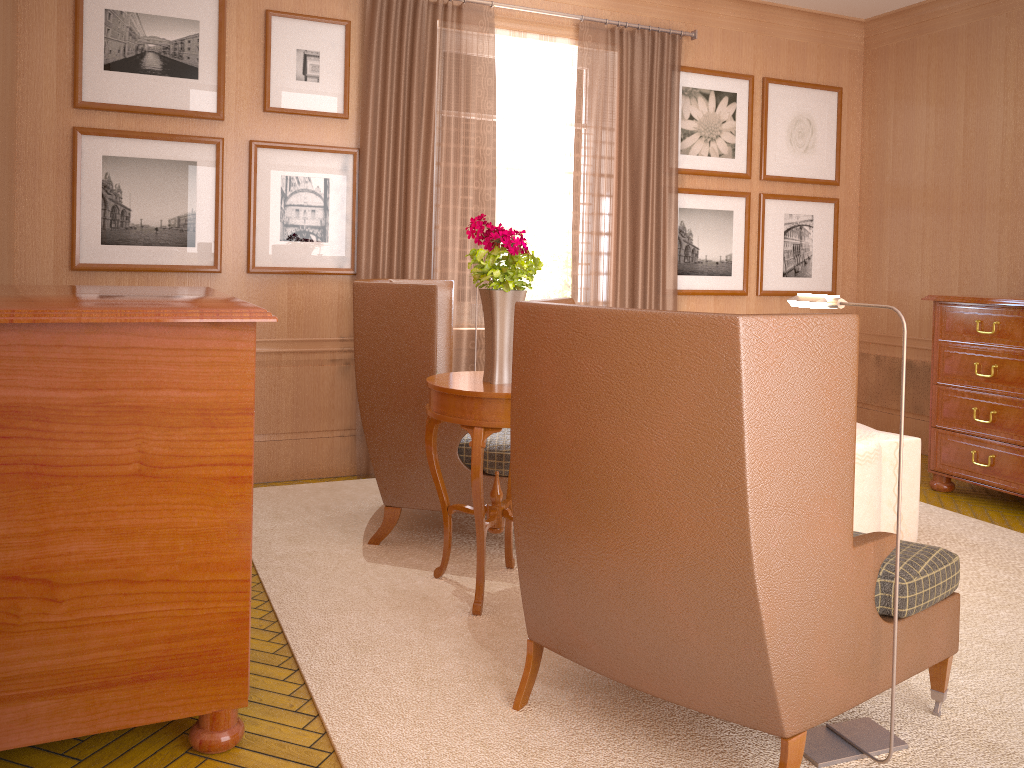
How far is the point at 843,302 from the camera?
4.03m

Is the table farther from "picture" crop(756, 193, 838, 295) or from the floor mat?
"picture" crop(756, 193, 838, 295)

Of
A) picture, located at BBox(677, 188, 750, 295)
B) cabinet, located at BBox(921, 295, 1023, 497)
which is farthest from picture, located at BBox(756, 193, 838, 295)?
cabinet, located at BBox(921, 295, 1023, 497)

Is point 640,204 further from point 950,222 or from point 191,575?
point 191,575

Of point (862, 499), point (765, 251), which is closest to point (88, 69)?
point (862, 499)

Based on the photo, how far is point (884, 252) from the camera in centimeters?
1091cm

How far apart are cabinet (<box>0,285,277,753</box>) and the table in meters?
1.4 m

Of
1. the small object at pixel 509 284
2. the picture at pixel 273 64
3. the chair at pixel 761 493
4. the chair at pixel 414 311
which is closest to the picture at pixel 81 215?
the picture at pixel 273 64

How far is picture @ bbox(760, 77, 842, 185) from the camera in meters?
10.5 m

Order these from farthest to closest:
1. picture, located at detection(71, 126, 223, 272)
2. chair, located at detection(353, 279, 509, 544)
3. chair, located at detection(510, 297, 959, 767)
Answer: picture, located at detection(71, 126, 223, 272), chair, located at detection(353, 279, 509, 544), chair, located at detection(510, 297, 959, 767)
